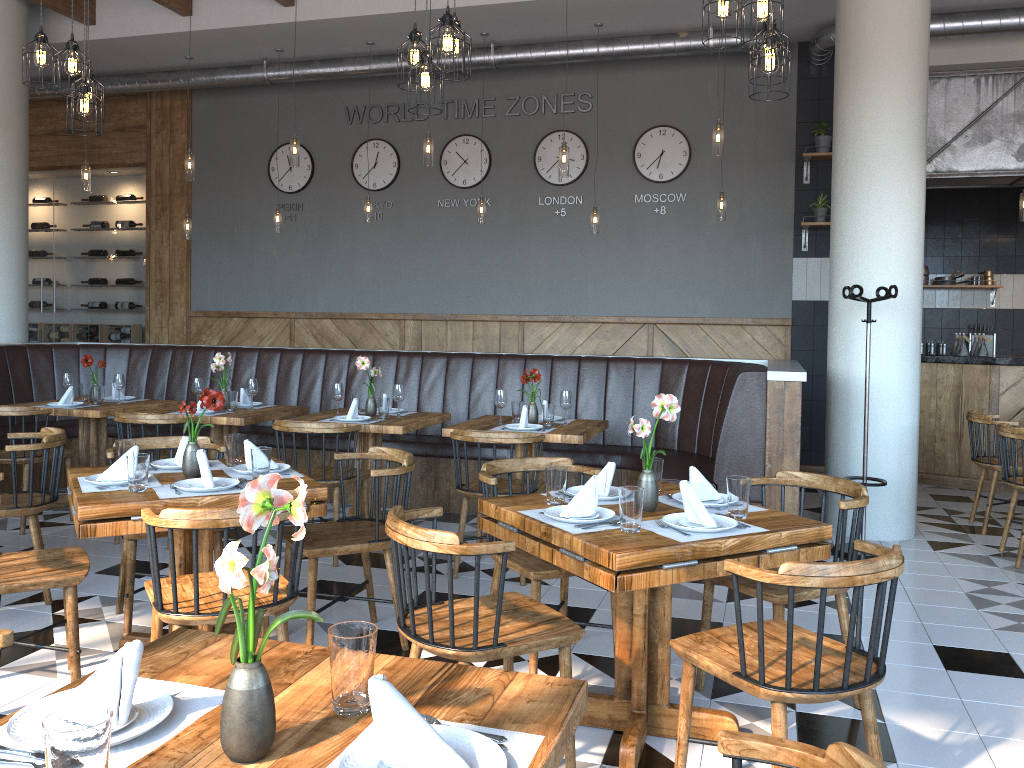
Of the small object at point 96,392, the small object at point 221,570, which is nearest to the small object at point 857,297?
the small object at point 221,570

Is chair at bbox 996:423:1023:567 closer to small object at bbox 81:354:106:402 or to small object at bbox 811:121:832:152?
small object at bbox 811:121:832:152

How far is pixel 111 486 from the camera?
3.3 meters

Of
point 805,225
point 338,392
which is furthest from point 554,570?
point 805,225

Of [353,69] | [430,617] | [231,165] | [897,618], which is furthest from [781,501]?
[231,165]

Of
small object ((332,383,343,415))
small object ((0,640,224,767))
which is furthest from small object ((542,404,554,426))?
small object ((0,640,224,767))

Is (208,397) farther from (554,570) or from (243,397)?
(243,397)

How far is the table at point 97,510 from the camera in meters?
3.0 m

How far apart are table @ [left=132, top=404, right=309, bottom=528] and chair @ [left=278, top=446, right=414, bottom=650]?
1.84m

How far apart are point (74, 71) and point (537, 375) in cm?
310
